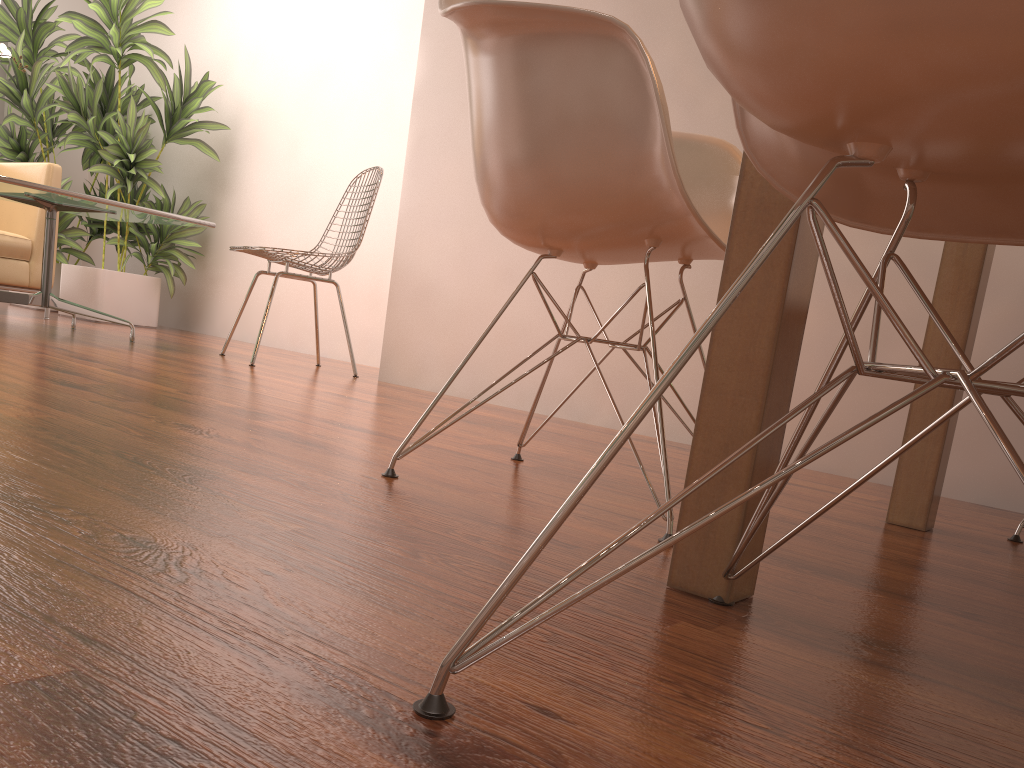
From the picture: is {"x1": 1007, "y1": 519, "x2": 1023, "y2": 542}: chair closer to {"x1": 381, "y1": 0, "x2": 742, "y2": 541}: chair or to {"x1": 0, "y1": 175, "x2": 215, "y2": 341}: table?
{"x1": 381, "y1": 0, "x2": 742, "y2": 541}: chair

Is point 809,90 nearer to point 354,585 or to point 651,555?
point 651,555

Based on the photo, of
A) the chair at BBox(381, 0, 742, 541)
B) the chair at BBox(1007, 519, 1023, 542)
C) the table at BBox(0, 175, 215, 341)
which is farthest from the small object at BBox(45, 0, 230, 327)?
the chair at BBox(1007, 519, 1023, 542)

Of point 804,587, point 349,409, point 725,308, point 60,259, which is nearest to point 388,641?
point 725,308

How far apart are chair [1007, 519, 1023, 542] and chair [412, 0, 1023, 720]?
1.1 meters

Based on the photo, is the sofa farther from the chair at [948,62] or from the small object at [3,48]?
the chair at [948,62]

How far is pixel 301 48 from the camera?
5.2 meters

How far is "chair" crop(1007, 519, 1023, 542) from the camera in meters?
1.8

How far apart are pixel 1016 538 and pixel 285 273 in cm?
280

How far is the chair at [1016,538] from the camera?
1.8m
